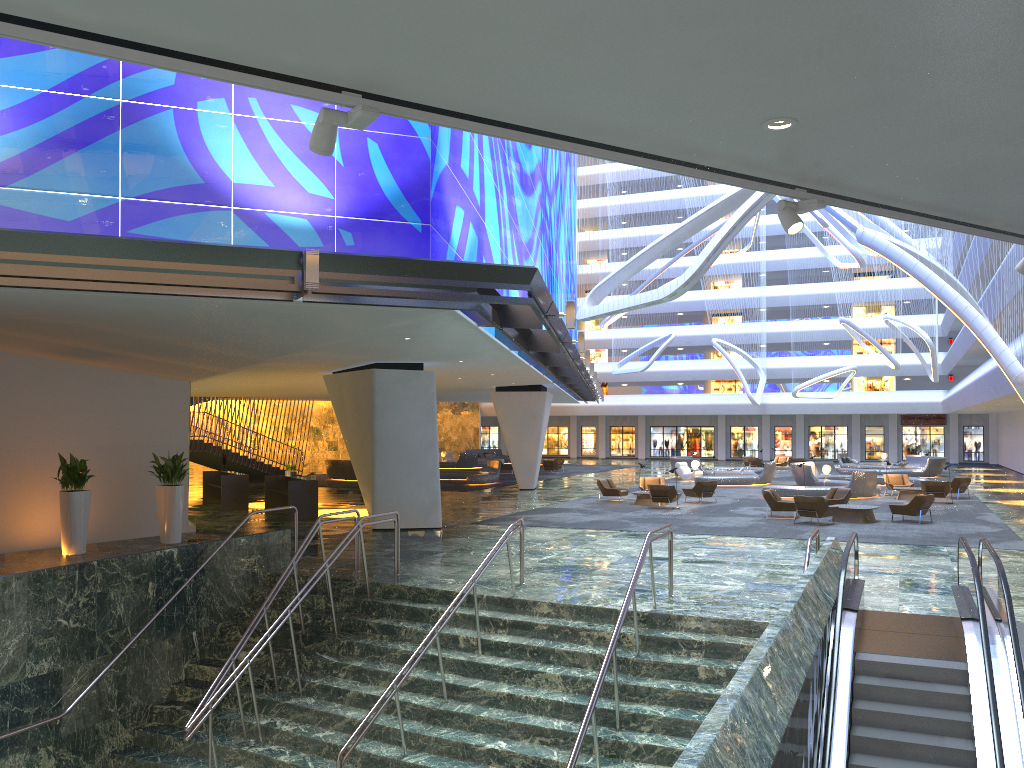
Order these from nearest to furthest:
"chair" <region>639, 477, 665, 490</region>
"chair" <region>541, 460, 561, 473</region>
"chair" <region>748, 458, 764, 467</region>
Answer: "chair" <region>639, 477, 665, 490</region> → "chair" <region>541, 460, 561, 473</region> → "chair" <region>748, 458, 764, 467</region>

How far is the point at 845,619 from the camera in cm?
996

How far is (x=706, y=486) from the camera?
29.13m

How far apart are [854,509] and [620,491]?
8.28m

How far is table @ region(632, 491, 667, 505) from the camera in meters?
28.7 m

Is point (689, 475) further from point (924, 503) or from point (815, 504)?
point (815, 504)

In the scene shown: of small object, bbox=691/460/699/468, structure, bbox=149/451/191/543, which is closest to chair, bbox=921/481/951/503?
small object, bbox=691/460/699/468

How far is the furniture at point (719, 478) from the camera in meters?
37.9

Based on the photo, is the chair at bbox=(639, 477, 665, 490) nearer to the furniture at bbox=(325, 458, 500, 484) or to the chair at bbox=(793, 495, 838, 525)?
the chair at bbox=(793, 495, 838, 525)

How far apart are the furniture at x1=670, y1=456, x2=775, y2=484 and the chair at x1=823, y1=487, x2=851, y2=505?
11.8 meters
